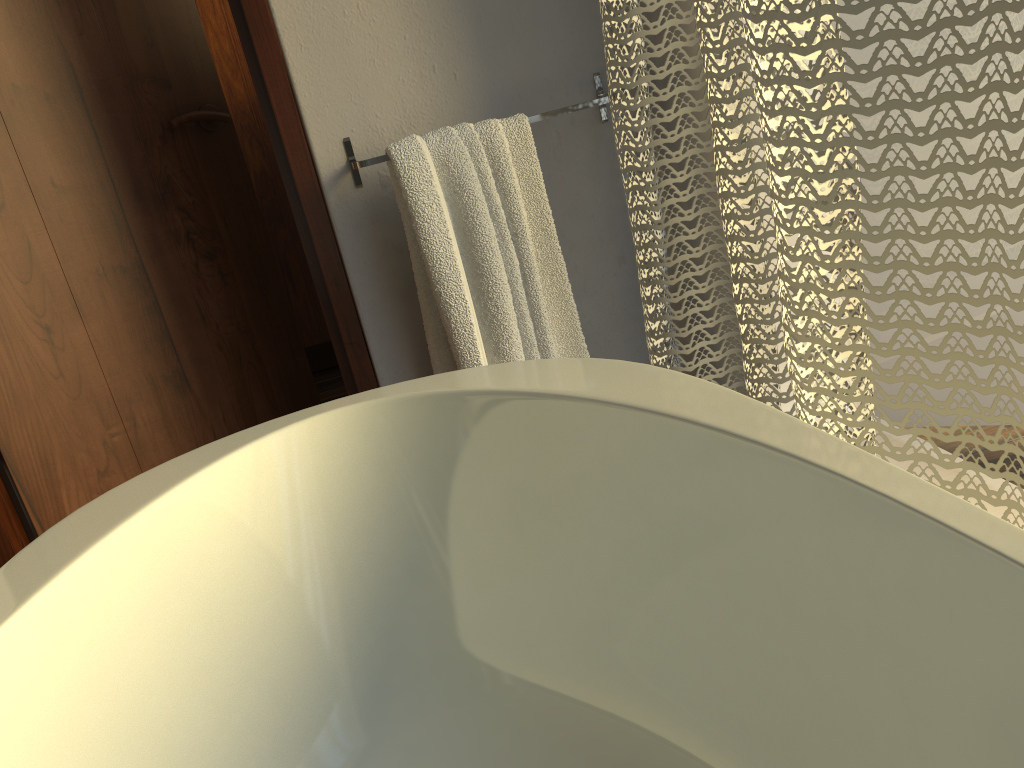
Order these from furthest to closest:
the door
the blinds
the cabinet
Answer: the cabinet
the door
the blinds

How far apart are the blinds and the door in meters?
0.5

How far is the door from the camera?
1.5m

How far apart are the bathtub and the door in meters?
0.5 m

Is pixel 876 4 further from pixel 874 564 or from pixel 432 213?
pixel 432 213

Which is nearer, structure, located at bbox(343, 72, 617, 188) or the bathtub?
the bathtub

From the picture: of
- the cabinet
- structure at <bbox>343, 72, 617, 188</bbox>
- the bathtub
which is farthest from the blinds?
the cabinet

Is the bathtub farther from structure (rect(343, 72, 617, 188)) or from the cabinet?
the cabinet

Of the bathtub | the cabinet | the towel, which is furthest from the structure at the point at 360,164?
the cabinet

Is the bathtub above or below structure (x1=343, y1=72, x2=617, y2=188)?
below
